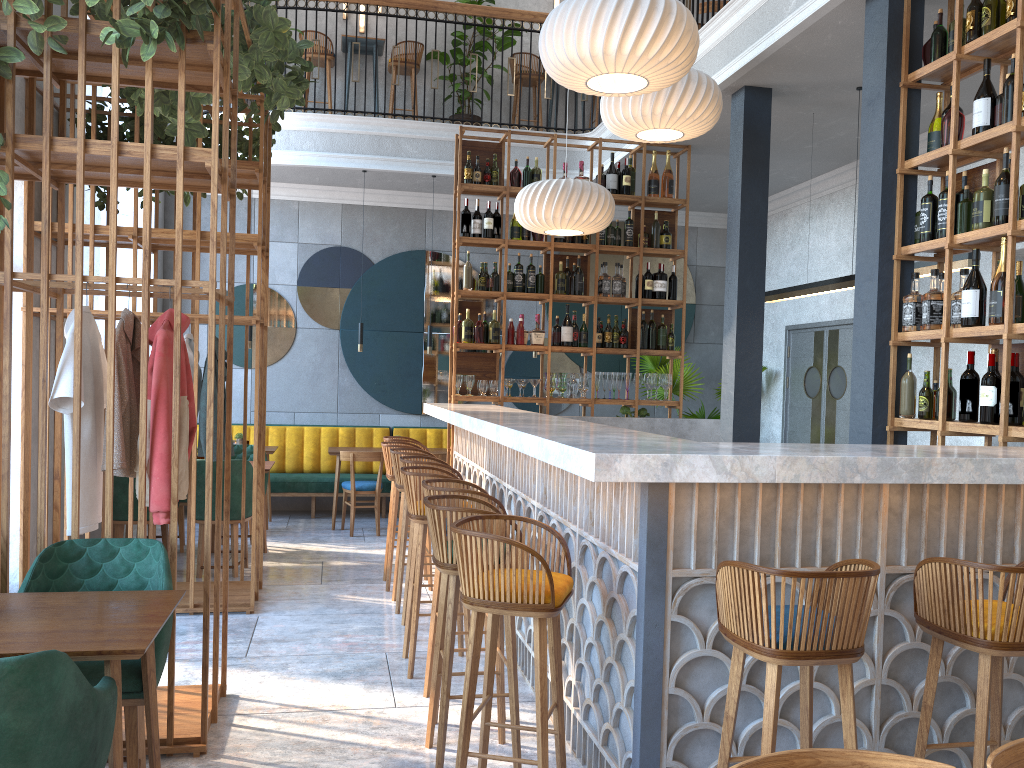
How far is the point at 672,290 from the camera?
7.54m

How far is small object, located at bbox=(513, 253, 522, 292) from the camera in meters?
7.3

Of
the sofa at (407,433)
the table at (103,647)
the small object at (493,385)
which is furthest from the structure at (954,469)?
the sofa at (407,433)

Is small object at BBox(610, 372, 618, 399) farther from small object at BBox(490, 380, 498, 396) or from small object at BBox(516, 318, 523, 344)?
small object at BBox(490, 380, 498, 396)

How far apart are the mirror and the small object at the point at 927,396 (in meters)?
6.03

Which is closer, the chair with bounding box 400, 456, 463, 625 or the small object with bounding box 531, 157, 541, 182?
the chair with bounding box 400, 456, 463, 625

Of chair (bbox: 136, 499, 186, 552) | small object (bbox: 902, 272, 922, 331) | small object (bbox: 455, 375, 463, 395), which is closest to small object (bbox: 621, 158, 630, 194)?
small object (bbox: 455, 375, 463, 395)

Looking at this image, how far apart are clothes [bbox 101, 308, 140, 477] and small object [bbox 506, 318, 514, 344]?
3.9m

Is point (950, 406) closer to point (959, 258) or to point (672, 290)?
point (959, 258)

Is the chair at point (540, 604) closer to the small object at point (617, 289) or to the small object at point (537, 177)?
the small object at point (617, 289)
